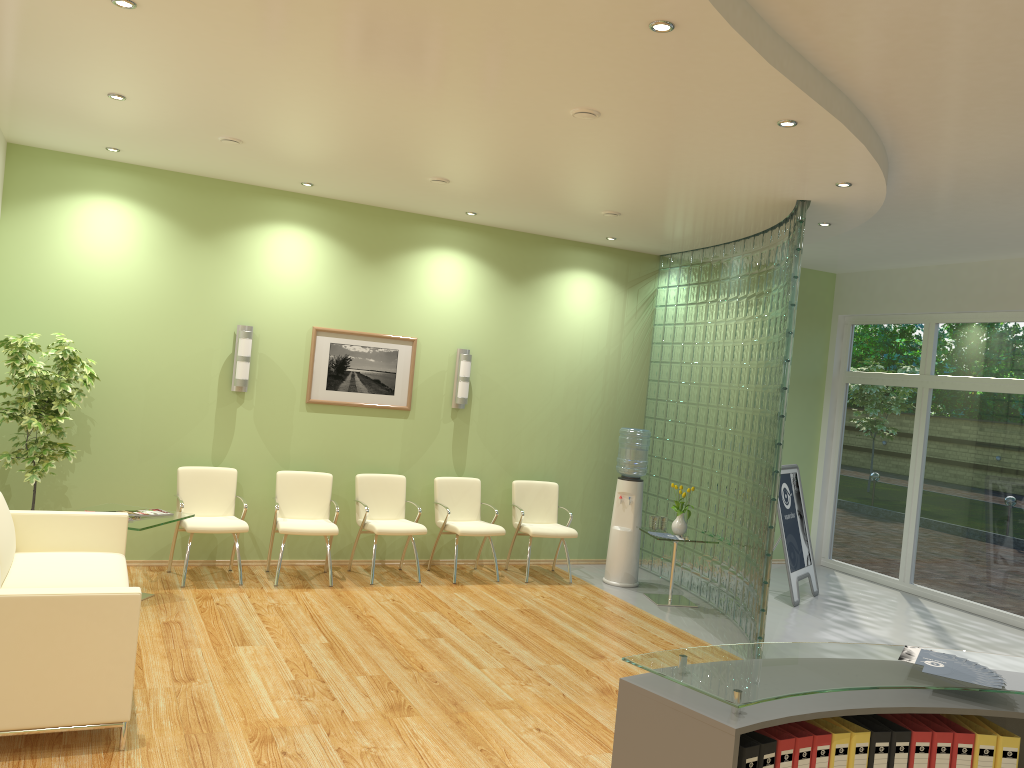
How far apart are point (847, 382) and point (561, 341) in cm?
376

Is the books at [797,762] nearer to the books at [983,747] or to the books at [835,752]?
the books at [835,752]

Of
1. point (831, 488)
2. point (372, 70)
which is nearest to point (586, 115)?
point (372, 70)

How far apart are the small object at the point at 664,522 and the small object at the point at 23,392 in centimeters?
502cm

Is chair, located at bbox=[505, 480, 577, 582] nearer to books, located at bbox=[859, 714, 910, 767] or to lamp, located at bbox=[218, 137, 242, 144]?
lamp, located at bbox=[218, 137, 242, 144]

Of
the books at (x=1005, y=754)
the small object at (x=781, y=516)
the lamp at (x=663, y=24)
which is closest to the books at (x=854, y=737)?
the books at (x=1005, y=754)

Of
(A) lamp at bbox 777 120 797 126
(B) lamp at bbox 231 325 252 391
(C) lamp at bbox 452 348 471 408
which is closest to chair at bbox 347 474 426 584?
(C) lamp at bbox 452 348 471 408

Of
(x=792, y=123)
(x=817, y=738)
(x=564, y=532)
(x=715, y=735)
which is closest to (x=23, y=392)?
(x=564, y=532)

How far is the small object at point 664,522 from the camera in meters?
8.2

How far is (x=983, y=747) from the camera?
2.6m
